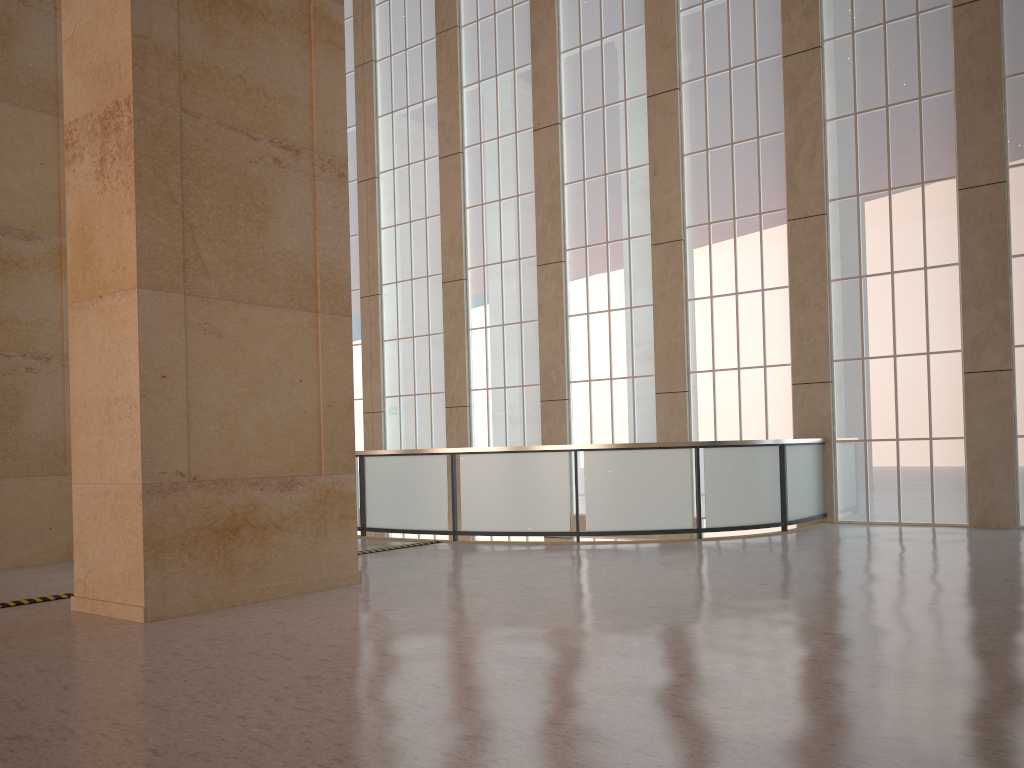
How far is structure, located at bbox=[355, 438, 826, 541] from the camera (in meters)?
15.69

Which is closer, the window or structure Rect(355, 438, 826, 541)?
structure Rect(355, 438, 826, 541)

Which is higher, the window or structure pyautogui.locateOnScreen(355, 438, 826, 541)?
the window

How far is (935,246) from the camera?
17.5 meters

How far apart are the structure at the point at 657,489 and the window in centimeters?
47cm

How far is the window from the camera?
17.5 meters

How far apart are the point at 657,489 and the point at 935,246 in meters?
7.6 m

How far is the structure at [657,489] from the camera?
15.69m

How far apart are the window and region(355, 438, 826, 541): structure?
0.5m
